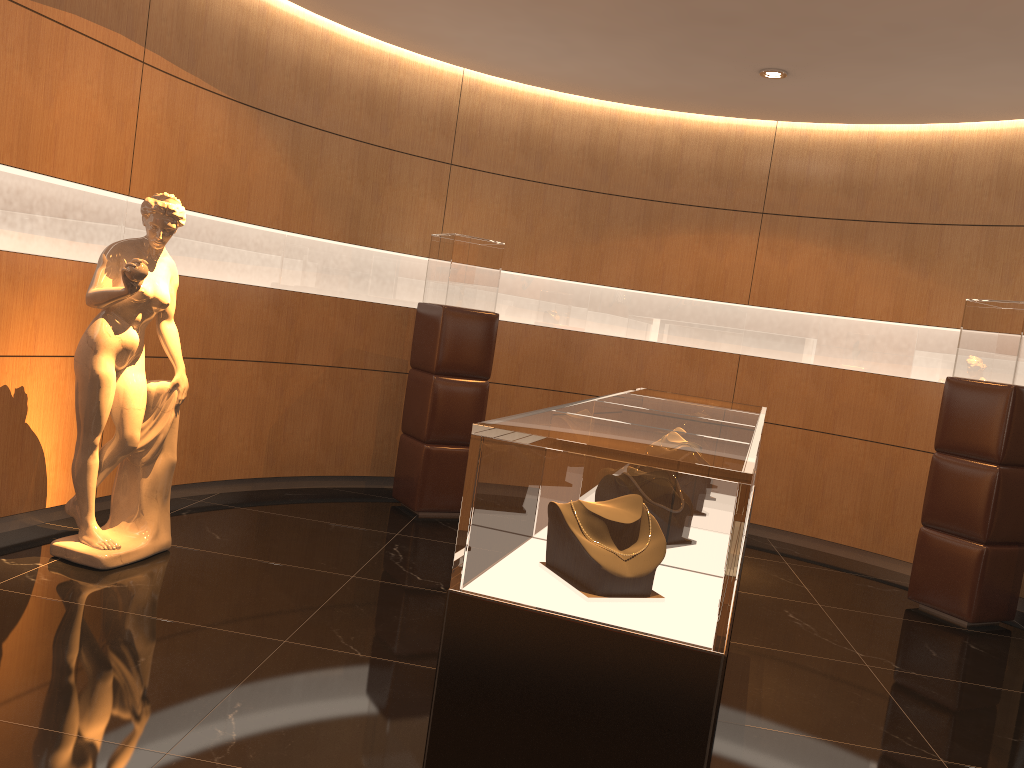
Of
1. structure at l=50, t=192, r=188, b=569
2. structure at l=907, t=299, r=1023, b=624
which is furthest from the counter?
structure at l=907, t=299, r=1023, b=624

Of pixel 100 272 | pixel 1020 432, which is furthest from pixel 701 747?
pixel 1020 432

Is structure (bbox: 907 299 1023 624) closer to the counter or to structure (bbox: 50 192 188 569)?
the counter

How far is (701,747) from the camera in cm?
181

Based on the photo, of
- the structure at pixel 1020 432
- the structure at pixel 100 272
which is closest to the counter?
the structure at pixel 100 272

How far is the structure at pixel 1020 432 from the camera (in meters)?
5.32

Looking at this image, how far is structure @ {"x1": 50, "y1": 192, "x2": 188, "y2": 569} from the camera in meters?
4.2 m

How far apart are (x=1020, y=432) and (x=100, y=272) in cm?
520

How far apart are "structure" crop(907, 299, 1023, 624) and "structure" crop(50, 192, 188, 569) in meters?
4.5

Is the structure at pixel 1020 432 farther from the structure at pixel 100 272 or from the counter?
the structure at pixel 100 272
